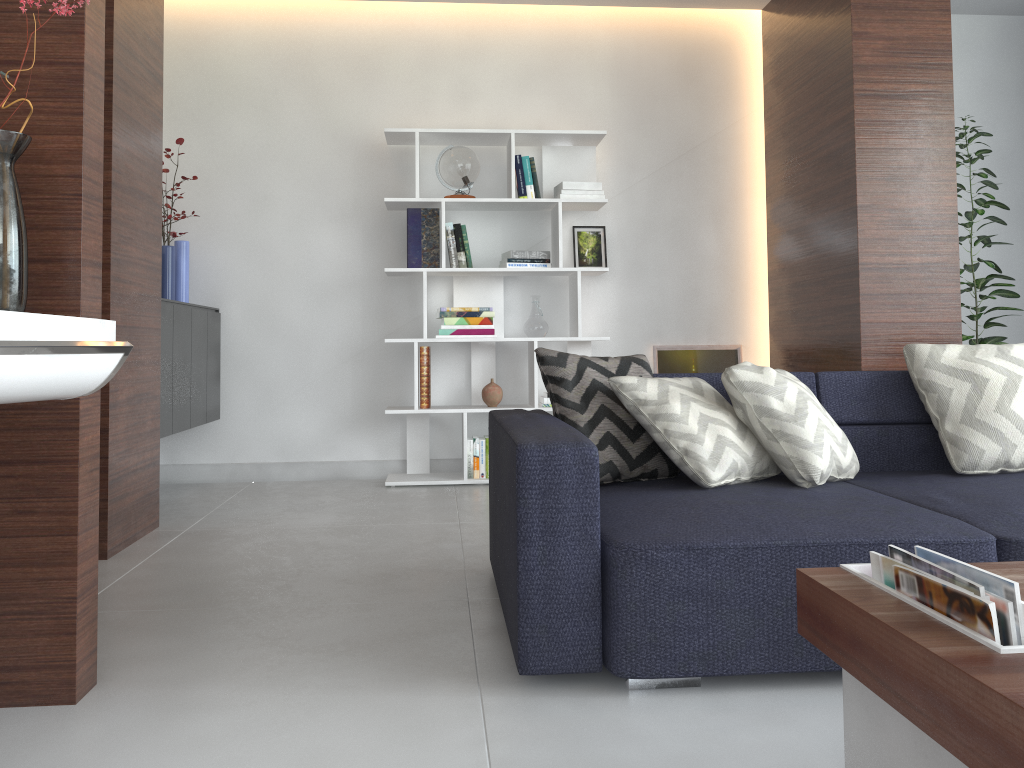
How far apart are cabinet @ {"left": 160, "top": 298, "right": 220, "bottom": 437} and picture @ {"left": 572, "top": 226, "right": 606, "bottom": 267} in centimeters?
192cm

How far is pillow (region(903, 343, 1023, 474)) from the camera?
2.49m

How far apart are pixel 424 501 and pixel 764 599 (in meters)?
2.45

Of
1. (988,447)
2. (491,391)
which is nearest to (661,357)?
(491,391)

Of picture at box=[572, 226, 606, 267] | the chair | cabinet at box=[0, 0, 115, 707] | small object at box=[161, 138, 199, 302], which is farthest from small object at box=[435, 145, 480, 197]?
the chair

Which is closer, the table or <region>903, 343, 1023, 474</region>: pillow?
the table

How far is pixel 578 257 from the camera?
4.79m

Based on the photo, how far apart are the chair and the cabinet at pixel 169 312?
2.4m

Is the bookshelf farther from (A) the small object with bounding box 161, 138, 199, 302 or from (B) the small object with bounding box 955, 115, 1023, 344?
(B) the small object with bounding box 955, 115, 1023, 344

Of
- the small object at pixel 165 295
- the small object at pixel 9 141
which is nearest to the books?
the small object at pixel 9 141
